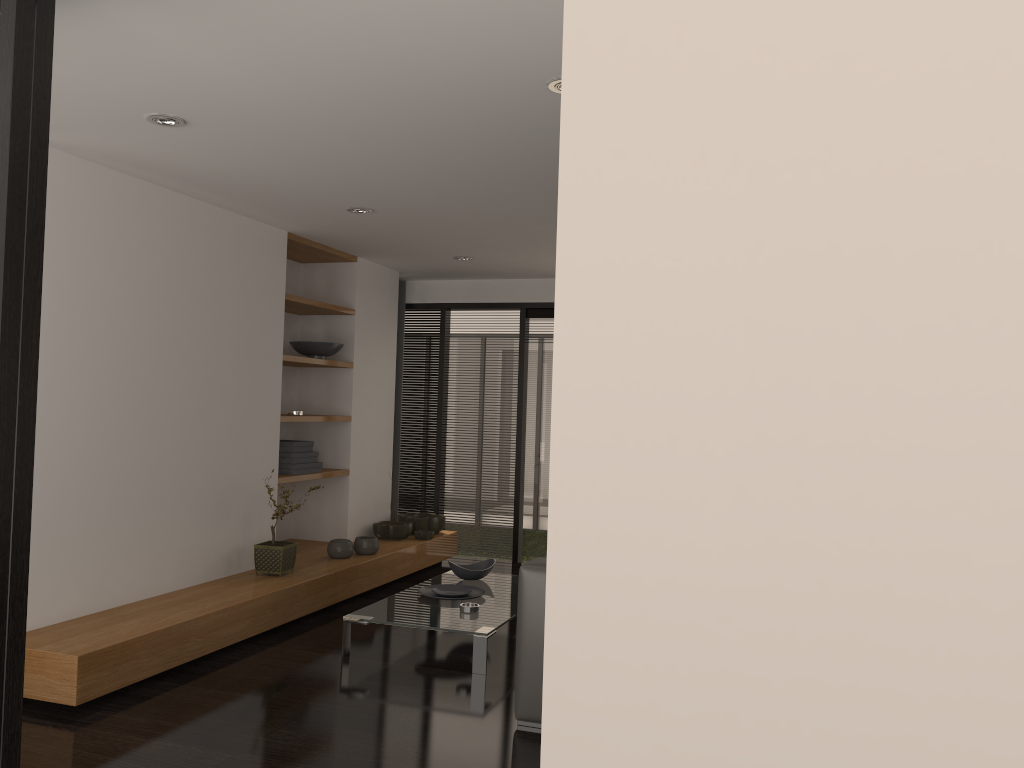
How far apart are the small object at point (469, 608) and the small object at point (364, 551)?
1.50m

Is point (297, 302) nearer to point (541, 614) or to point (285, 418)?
point (285, 418)

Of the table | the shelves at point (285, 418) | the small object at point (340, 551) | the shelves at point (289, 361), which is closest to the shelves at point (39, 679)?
the small object at point (340, 551)

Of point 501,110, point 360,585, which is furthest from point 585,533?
point 360,585

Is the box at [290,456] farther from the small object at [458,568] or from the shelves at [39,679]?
the small object at [458,568]

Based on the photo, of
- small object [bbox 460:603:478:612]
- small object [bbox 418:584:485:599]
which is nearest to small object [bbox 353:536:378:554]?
small object [bbox 418:584:485:599]

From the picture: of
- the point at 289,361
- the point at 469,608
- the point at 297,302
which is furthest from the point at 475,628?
the point at 297,302

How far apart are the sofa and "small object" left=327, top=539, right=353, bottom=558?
2.5 meters

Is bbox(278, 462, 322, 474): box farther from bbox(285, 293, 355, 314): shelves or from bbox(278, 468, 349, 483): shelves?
bbox(285, 293, 355, 314): shelves

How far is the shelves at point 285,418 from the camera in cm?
580
